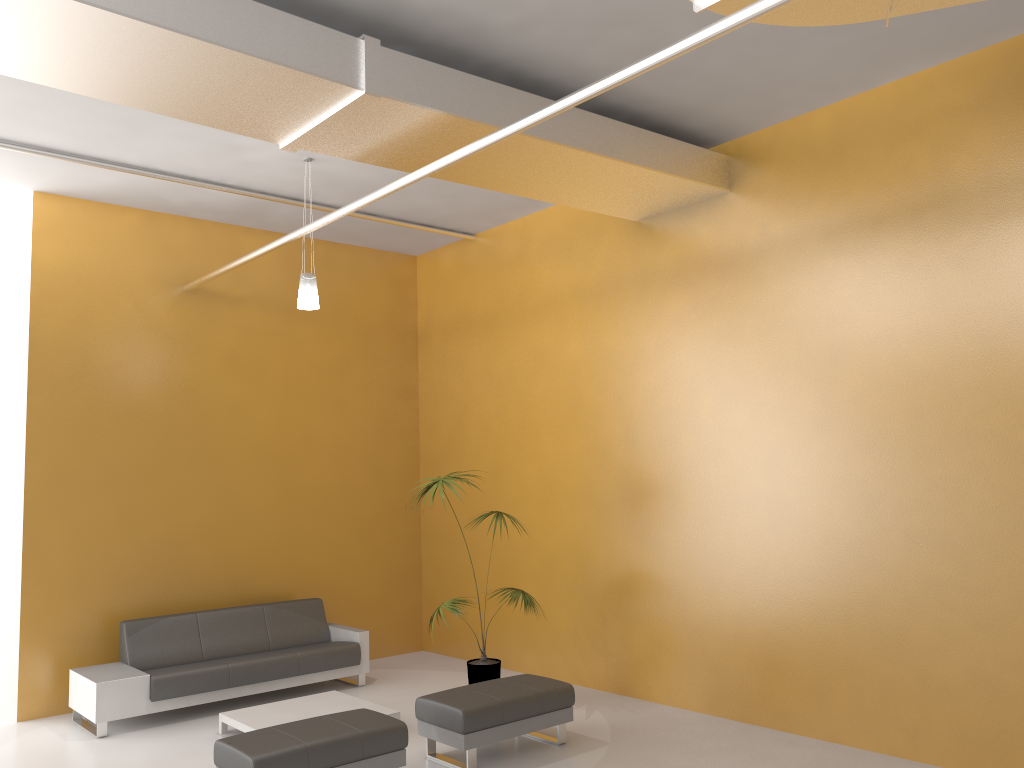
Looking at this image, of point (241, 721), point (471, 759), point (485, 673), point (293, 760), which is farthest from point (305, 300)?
point (471, 759)

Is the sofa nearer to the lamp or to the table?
the table

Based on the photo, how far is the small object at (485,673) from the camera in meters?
7.2 m

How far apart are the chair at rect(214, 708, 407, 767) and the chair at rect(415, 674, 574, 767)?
0.4m

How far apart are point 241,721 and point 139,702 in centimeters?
99cm

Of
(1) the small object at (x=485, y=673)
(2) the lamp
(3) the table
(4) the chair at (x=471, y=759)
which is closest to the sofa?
(3) the table

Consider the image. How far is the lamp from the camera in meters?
7.0

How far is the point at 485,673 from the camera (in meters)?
7.23

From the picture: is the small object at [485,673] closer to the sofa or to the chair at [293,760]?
the sofa

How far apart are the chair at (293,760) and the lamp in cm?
307
